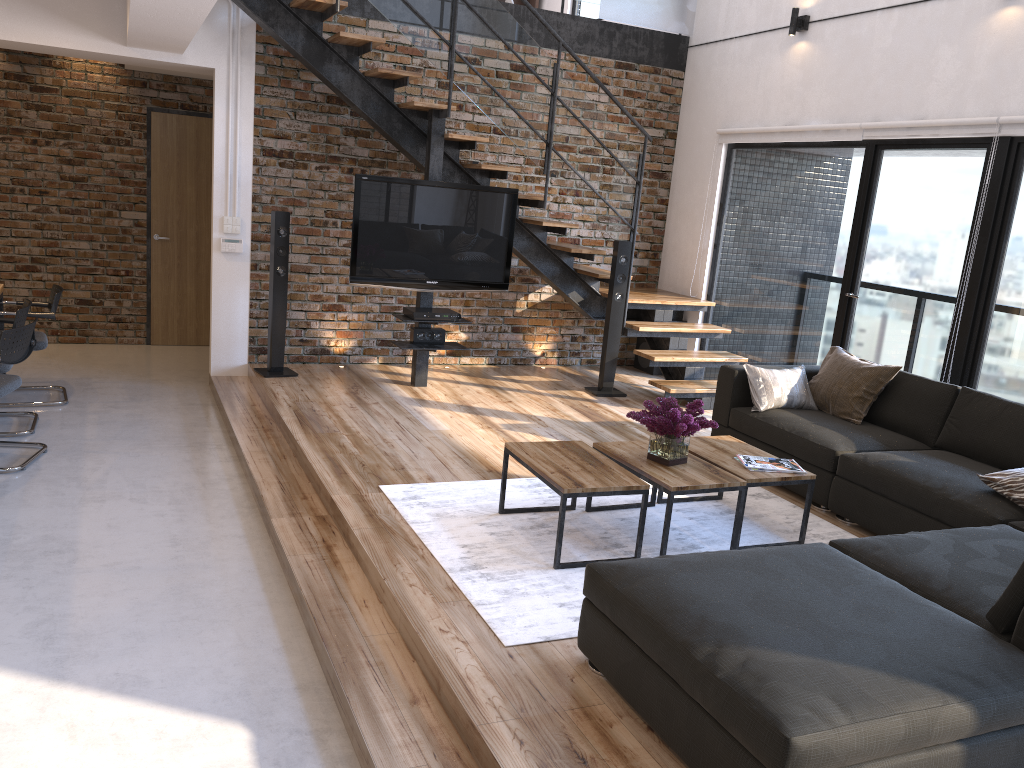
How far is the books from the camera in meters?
4.1 m

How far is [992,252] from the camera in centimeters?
515cm

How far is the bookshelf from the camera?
10.45m

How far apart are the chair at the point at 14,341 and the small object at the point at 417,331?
2.5m

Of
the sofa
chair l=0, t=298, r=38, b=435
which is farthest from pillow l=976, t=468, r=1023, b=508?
chair l=0, t=298, r=38, b=435

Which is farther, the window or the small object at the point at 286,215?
the small object at the point at 286,215

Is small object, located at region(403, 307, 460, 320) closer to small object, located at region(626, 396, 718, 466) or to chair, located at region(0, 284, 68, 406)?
chair, located at region(0, 284, 68, 406)

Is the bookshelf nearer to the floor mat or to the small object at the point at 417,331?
the small object at the point at 417,331

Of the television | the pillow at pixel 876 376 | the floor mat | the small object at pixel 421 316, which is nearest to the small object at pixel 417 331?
the small object at pixel 421 316

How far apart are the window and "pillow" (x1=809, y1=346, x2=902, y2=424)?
0.5 meters
